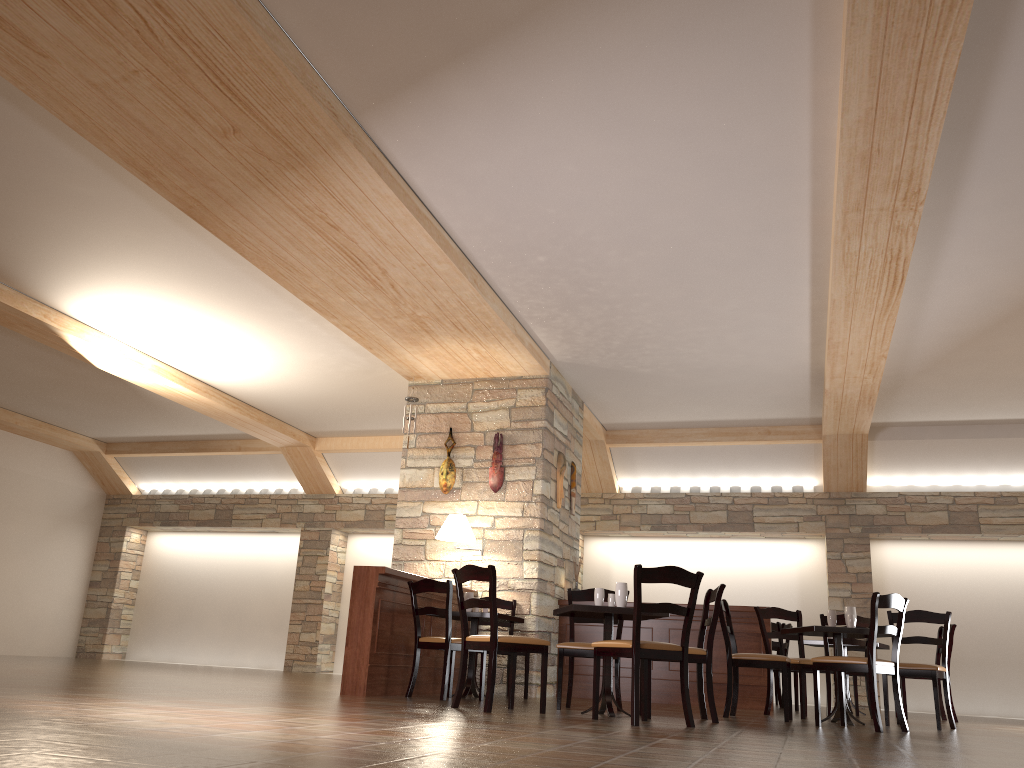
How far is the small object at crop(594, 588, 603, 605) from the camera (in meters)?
5.82

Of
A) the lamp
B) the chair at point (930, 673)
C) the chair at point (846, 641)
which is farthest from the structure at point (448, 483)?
the chair at point (930, 673)

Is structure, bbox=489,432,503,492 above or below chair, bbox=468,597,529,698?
above

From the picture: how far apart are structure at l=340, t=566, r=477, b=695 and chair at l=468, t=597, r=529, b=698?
0.4 meters

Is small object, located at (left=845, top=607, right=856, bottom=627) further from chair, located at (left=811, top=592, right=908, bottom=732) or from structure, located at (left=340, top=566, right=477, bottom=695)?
structure, located at (left=340, top=566, right=477, bottom=695)

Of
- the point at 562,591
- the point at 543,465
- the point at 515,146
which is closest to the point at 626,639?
the point at 562,591

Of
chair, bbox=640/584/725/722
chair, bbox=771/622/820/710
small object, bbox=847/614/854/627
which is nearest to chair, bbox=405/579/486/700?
chair, bbox=640/584/725/722

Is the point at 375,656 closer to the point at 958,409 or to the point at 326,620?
the point at 326,620

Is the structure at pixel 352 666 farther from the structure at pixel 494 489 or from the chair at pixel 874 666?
the chair at pixel 874 666

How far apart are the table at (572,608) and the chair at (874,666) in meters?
1.2 m
